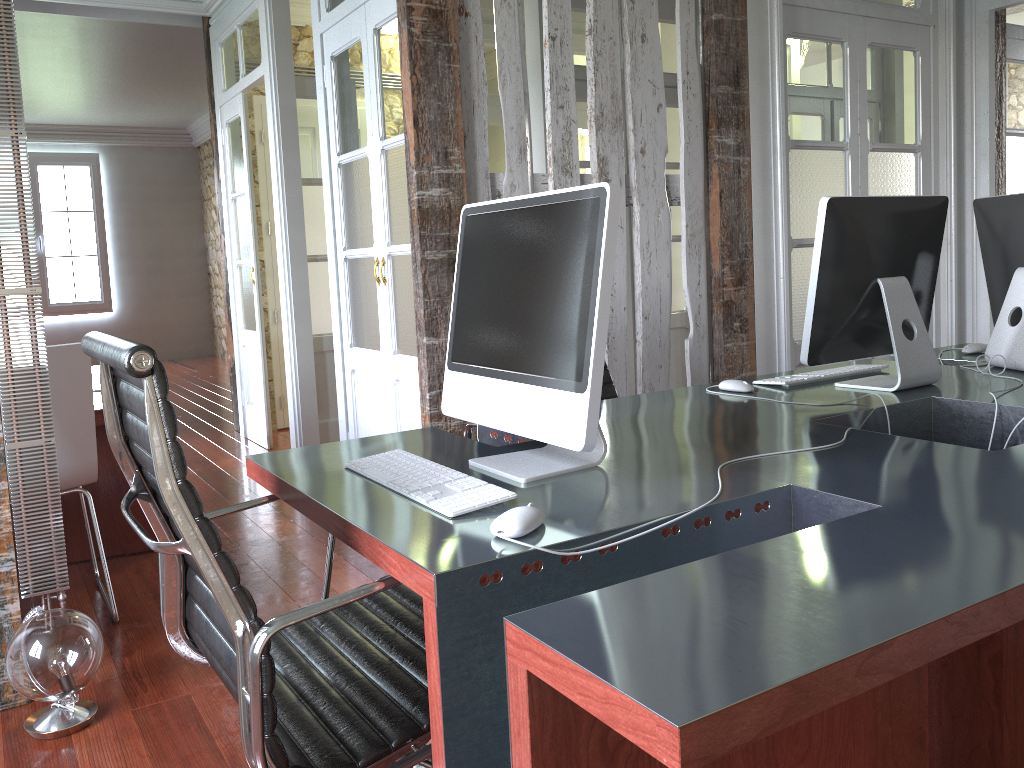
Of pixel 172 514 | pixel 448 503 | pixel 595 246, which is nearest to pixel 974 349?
pixel 595 246

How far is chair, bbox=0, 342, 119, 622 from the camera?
2.7 meters

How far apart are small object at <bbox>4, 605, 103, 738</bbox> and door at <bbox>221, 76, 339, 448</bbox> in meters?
2.8 m

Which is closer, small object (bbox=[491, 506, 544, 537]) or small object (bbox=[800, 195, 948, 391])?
small object (bbox=[491, 506, 544, 537])

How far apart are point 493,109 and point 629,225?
1.20m

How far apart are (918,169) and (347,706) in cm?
377

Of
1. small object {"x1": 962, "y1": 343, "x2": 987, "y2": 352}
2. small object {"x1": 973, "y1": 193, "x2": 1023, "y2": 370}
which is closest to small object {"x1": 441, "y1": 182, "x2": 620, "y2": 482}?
small object {"x1": 973, "y1": 193, "x2": 1023, "y2": 370}

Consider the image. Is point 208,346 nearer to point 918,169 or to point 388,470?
point 918,169

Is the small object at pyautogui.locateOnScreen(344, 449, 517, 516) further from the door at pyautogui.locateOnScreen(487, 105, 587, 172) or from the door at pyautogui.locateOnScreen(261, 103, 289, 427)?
the door at pyautogui.locateOnScreen(261, 103, 289, 427)

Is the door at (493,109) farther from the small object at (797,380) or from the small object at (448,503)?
the small object at (448,503)
